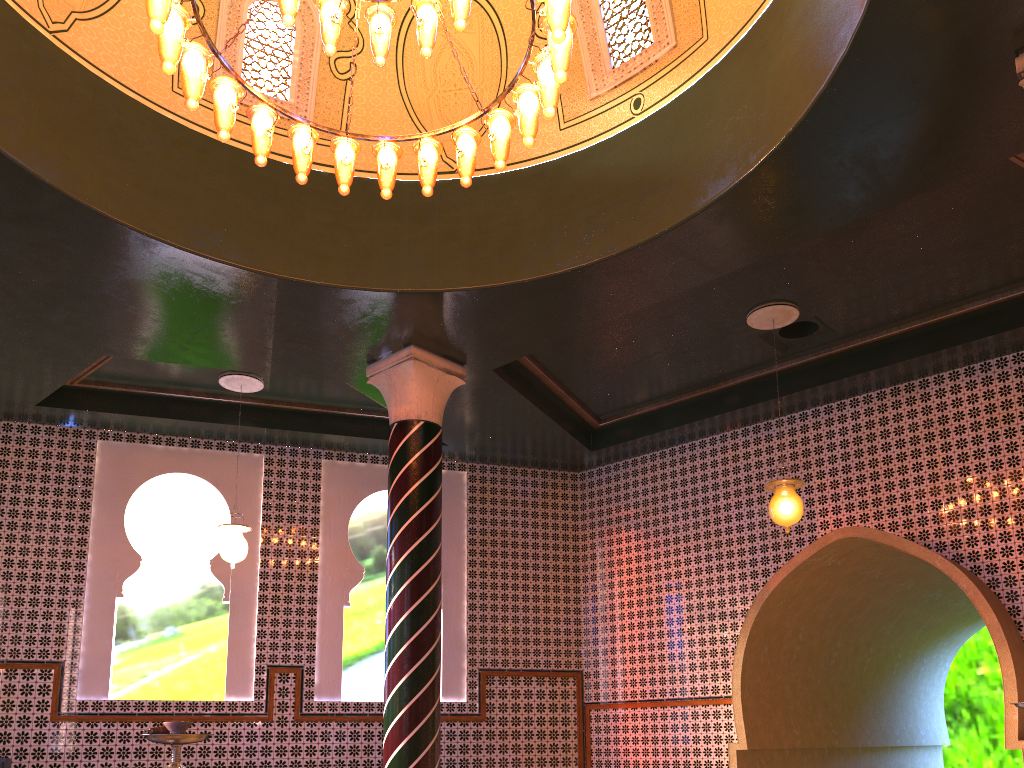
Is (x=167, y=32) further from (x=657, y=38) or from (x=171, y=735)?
(x=657, y=38)

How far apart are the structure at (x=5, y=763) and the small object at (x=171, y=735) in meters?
7.3 m

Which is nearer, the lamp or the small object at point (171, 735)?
the small object at point (171, 735)

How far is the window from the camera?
7.9 meters

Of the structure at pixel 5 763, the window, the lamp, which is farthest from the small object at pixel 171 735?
the structure at pixel 5 763

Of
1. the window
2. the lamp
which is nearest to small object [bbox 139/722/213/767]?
the lamp

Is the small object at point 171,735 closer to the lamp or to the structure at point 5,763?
the lamp

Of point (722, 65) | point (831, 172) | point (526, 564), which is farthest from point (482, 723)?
point (722, 65)

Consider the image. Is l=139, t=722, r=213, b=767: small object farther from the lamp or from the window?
the window

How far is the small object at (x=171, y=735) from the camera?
3.4 meters
